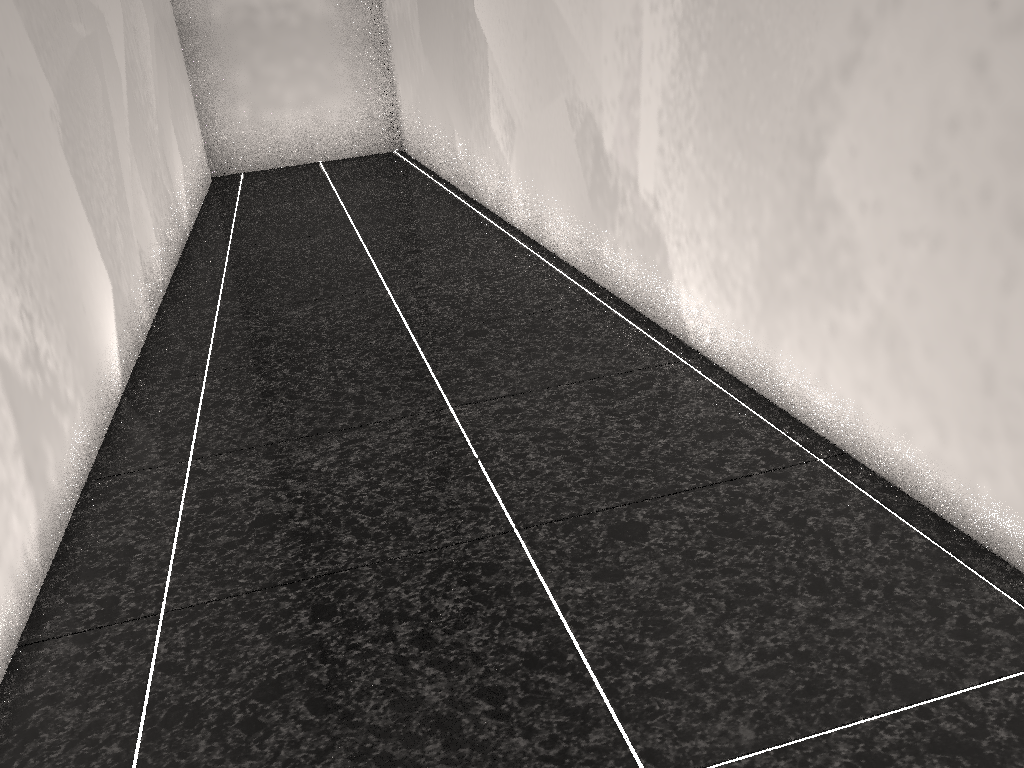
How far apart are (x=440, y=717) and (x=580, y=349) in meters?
1.4 m
